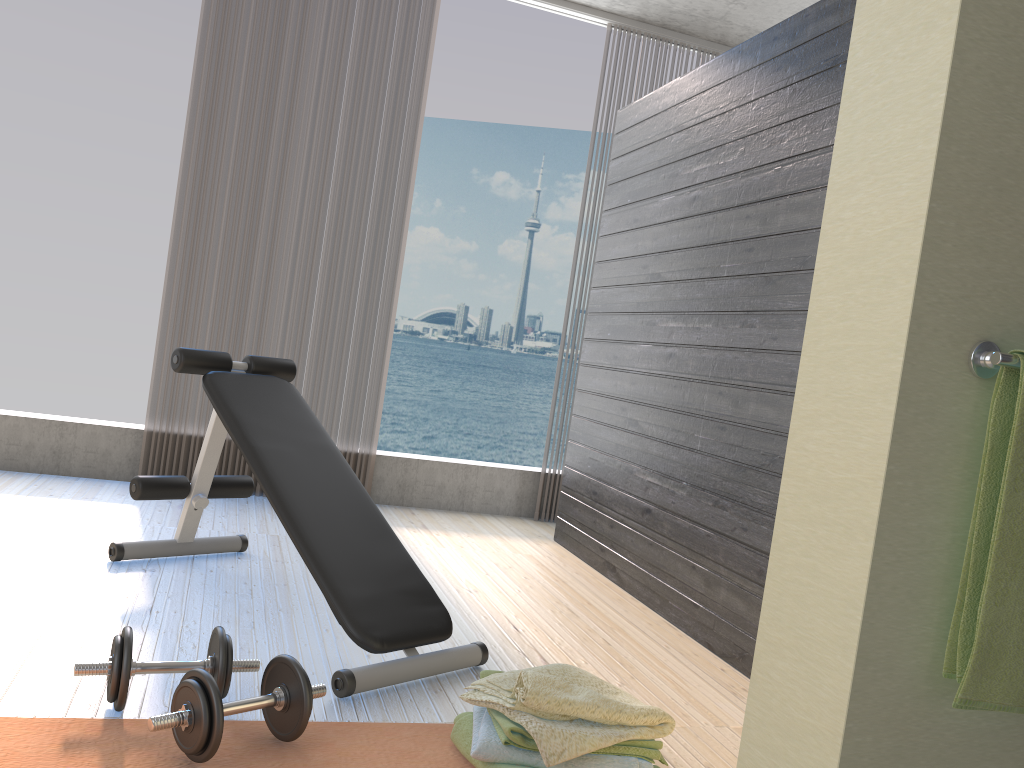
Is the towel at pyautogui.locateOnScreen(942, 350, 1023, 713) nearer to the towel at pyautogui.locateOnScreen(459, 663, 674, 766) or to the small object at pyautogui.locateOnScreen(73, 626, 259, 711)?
the towel at pyautogui.locateOnScreen(459, 663, 674, 766)

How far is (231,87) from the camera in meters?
4.2

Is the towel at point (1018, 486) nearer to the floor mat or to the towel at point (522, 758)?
the towel at point (522, 758)

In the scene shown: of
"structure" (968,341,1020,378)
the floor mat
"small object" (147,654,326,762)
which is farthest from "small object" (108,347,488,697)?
"structure" (968,341,1020,378)

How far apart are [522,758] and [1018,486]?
1.11m

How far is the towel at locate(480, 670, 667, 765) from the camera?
1.74m

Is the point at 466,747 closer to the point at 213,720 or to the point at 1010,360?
the point at 213,720

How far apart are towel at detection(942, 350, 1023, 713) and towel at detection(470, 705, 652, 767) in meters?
0.9

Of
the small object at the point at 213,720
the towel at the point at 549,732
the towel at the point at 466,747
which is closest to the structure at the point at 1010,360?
the towel at the point at 549,732

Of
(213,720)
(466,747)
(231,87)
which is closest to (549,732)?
(466,747)
